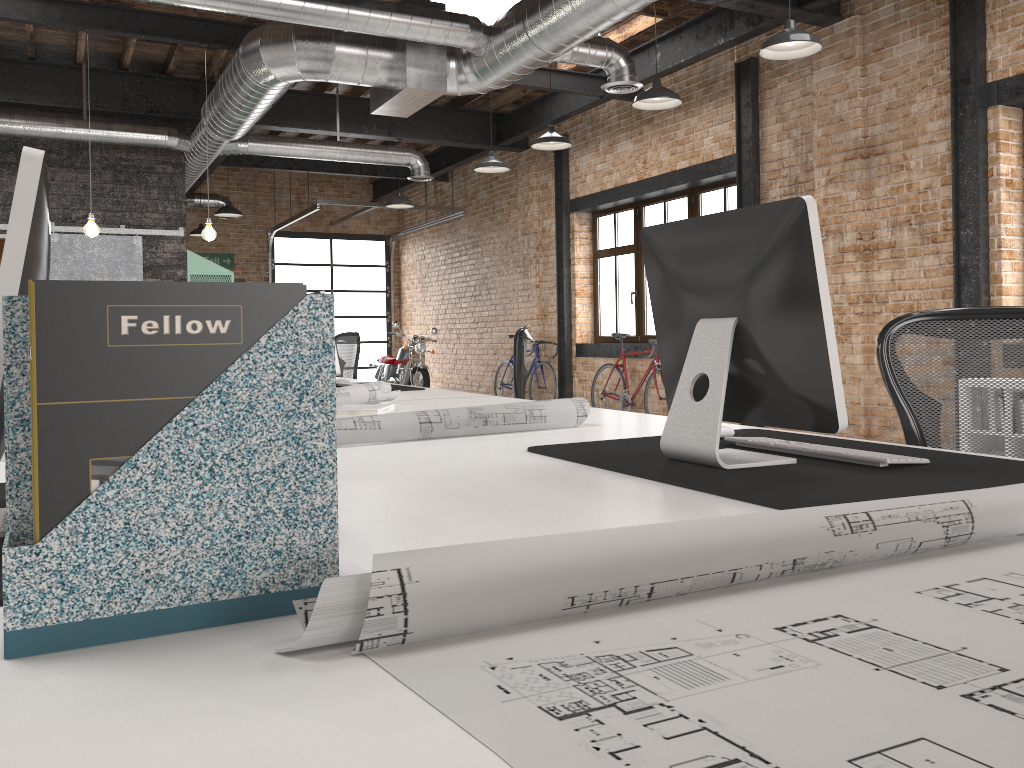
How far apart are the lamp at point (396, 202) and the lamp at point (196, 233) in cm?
415

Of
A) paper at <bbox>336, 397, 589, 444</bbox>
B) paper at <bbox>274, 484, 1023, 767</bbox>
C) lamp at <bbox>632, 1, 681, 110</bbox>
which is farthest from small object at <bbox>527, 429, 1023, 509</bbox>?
lamp at <bbox>632, 1, 681, 110</bbox>

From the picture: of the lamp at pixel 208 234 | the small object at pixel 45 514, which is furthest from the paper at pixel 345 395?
the lamp at pixel 208 234

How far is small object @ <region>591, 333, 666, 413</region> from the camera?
9.1 meters

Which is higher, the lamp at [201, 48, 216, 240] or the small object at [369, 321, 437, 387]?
the lamp at [201, 48, 216, 240]

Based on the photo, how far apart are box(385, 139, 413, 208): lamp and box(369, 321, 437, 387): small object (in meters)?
2.40

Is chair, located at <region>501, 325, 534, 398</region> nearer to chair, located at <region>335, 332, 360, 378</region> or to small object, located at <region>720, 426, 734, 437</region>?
chair, located at <region>335, 332, 360, 378</region>

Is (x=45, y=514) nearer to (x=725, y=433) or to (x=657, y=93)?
(x=725, y=433)

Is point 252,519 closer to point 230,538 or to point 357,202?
point 230,538

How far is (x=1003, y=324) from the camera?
2.4 meters
